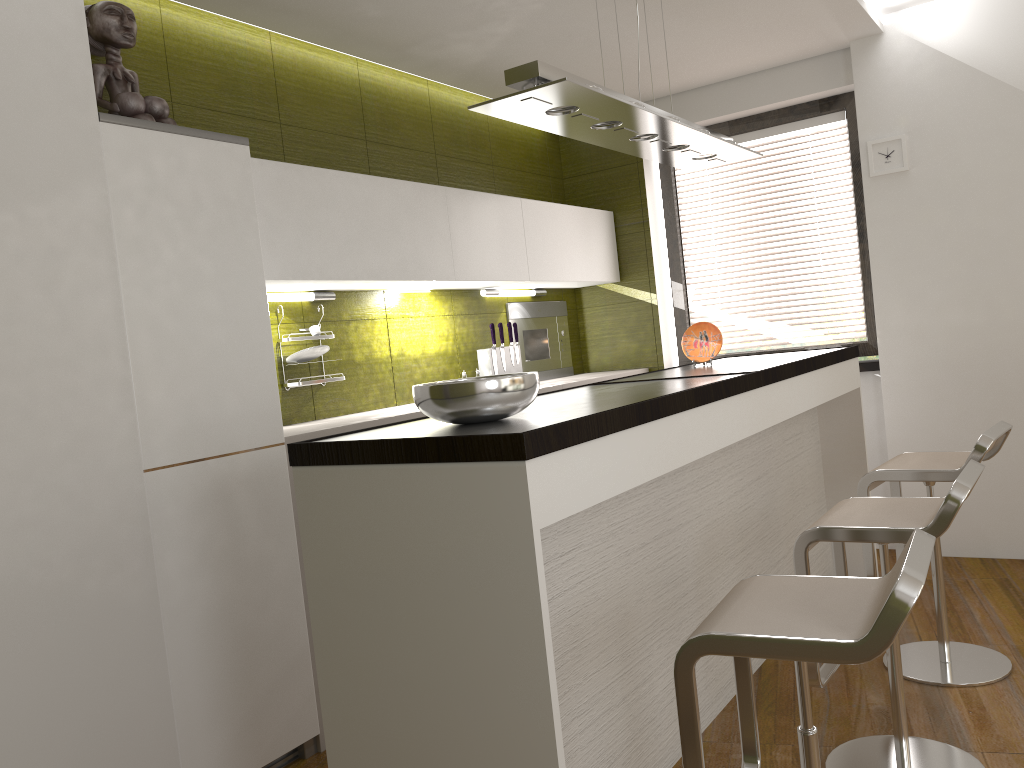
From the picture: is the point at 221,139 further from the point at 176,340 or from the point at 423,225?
the point at 423,225

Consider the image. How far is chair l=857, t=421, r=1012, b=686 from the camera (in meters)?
2.97

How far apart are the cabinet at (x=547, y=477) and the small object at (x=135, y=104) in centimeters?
134cm

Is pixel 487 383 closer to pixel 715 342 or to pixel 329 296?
pixel 329 296

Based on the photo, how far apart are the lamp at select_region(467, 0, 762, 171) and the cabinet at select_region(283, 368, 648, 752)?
1.25m

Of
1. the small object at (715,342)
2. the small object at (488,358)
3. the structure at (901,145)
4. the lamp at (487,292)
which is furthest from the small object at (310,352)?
the structure at (901,145)

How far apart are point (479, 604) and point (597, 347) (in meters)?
3.91

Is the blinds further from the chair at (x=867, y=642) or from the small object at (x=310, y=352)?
the chair at (x=867, y=642)

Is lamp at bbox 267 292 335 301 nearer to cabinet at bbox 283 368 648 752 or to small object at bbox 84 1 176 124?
cabinet at bbox 283 368 648 752

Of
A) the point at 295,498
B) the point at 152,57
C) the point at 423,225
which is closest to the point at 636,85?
the point at 423,225
